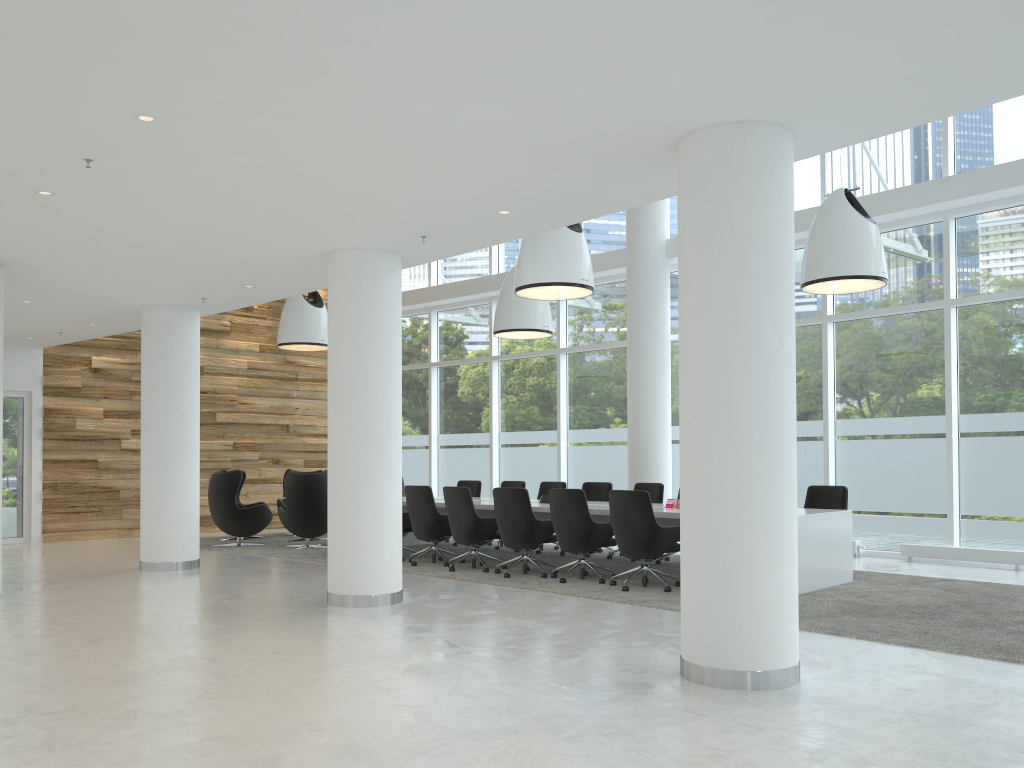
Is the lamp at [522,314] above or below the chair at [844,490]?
above

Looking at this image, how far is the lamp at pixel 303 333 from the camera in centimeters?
1377cm

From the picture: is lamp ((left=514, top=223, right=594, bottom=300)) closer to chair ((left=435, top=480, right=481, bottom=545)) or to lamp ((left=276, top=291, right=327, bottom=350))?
chair ((left=435, top=480, right=481, bottom=545))

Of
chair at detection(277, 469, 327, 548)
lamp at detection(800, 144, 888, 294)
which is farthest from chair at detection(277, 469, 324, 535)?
lamp at detection(800, 144, 888, 294)

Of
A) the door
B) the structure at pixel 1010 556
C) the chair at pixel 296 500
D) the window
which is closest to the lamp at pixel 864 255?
the window

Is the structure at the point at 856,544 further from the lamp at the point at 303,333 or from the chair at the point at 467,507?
the lamp at the point at 303,333

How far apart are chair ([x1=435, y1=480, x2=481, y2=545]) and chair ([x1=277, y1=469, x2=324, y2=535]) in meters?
3.4 m

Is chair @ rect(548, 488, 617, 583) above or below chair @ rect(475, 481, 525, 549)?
→ below

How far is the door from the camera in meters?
13.9 m

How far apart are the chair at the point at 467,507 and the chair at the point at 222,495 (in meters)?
4.17
